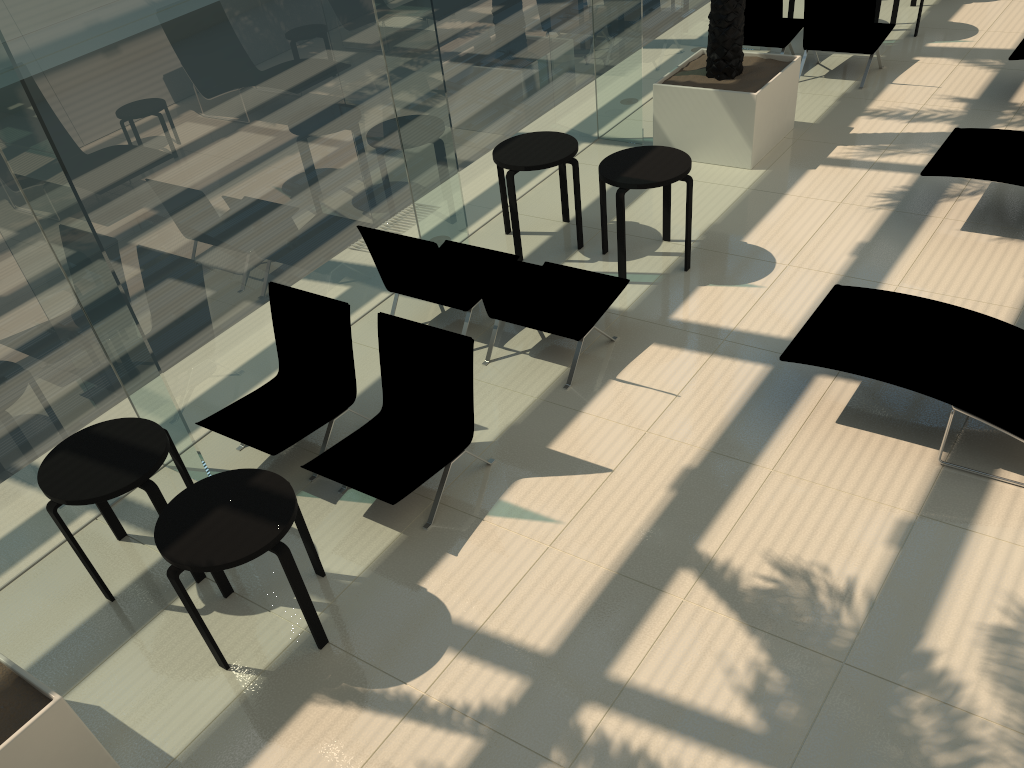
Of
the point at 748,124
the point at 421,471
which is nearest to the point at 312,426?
the point at 421,471

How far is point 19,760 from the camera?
3.4 meters

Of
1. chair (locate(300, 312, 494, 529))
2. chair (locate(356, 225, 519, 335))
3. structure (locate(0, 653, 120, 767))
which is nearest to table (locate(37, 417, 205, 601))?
chair (locate(300, 312, 494, 529))

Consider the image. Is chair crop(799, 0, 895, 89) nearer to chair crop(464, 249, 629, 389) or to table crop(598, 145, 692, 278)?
table crop(598, 145, 692, 278)

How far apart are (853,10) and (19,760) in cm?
961

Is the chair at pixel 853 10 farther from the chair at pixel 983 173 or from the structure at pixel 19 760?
the structure at pixel 19 760

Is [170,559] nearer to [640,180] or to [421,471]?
[421,471]

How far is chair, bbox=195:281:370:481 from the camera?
5.4 meters

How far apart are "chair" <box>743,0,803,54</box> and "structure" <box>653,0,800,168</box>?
1.2m

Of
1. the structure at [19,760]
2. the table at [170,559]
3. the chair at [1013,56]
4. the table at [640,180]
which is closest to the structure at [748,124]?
the table at [640,180]
